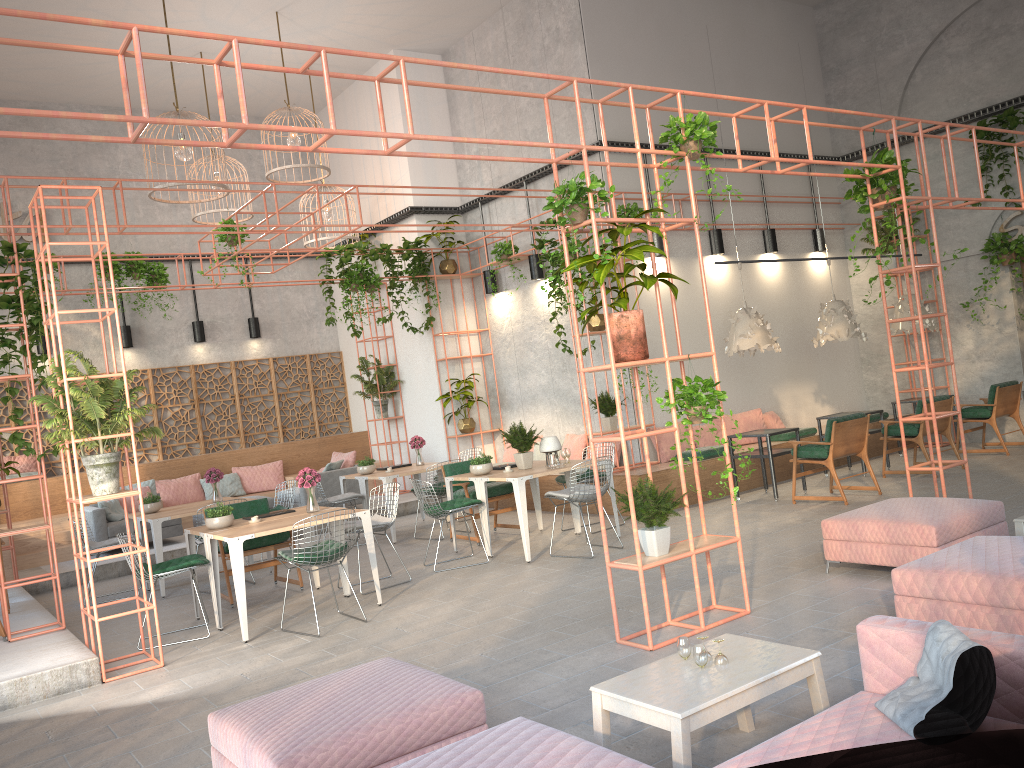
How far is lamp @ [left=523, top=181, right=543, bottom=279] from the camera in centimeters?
1274cm

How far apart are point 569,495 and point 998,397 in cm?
660

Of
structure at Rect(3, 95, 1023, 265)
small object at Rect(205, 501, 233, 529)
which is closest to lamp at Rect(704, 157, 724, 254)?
structure at Rect(3, 95, 1023, 265)

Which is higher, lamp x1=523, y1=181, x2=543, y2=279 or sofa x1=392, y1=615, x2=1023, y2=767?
lamp x1=523, y1=181, x2=543, y2=279

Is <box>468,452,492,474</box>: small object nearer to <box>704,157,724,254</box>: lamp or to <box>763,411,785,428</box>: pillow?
<box>763,411,785,428</box>: pillow

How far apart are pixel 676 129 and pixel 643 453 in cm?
644

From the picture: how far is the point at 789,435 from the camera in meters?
12.1 m

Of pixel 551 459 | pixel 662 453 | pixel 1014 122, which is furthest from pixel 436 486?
pixel 1014 122

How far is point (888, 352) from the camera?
14.2 meters

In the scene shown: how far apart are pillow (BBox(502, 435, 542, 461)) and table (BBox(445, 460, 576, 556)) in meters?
3.3
